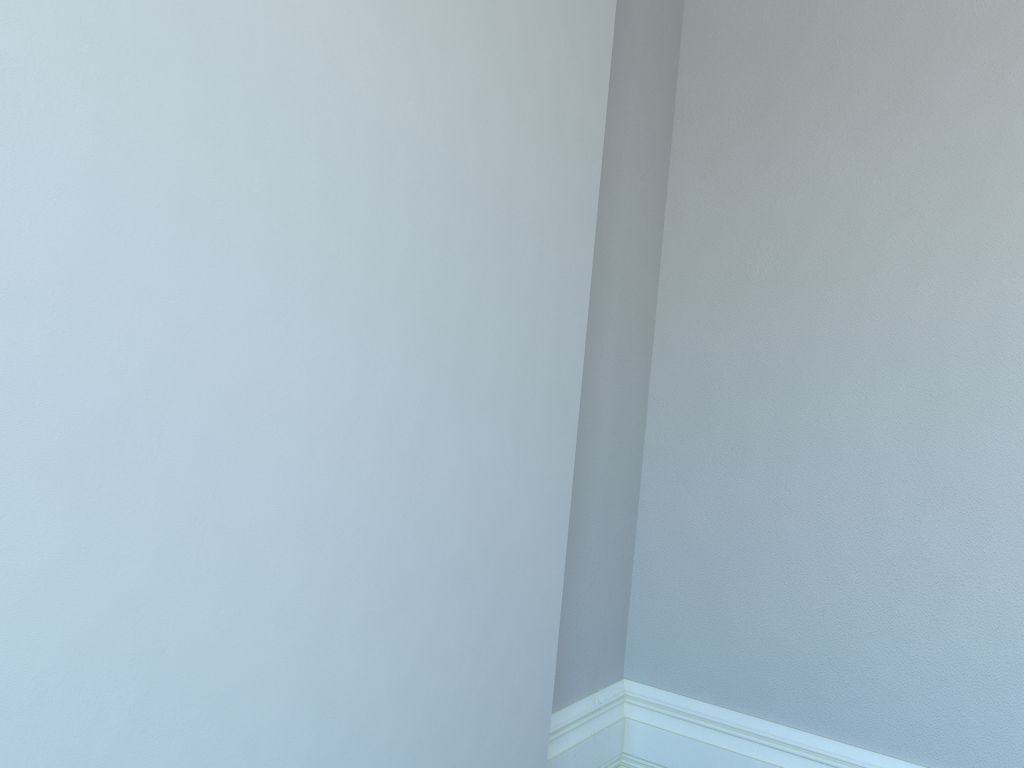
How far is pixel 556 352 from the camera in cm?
178
